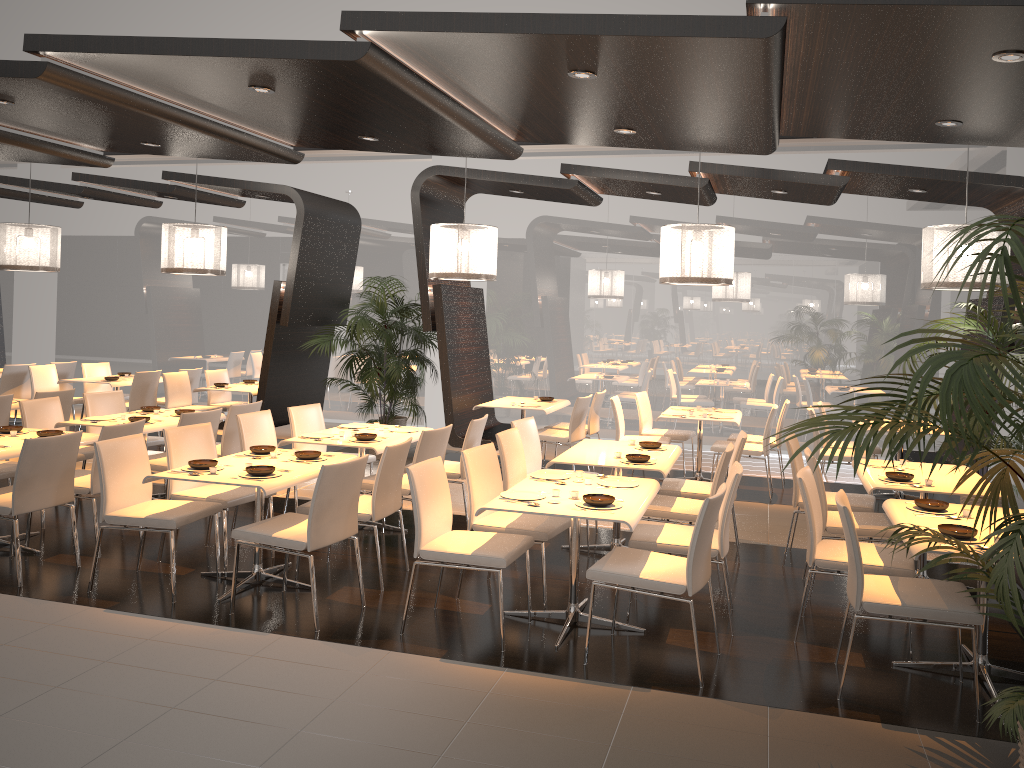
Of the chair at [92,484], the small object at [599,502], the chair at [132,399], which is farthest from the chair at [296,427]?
the chair at [132,399]

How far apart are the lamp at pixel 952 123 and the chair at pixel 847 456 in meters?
3.3 m

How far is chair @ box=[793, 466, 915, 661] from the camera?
4.58m

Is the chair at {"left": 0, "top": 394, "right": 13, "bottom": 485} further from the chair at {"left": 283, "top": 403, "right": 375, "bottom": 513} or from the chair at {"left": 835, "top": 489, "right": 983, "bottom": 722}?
the chair at {"left": 835, "top": 489, "right": 983, "bottom": 722}

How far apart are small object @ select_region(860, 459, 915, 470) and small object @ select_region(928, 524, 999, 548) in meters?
2.0

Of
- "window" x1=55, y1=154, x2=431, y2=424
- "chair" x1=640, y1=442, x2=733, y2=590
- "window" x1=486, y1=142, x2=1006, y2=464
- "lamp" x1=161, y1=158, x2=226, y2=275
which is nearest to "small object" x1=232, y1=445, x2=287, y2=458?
"chair" x1=640, y1=442, x2=733, y2=590

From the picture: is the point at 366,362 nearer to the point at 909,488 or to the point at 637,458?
the point at 637,458

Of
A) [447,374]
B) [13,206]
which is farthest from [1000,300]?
[13,206]

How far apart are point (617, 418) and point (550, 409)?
0.77m

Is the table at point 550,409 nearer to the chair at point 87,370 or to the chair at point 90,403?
the chair at point 90,403
